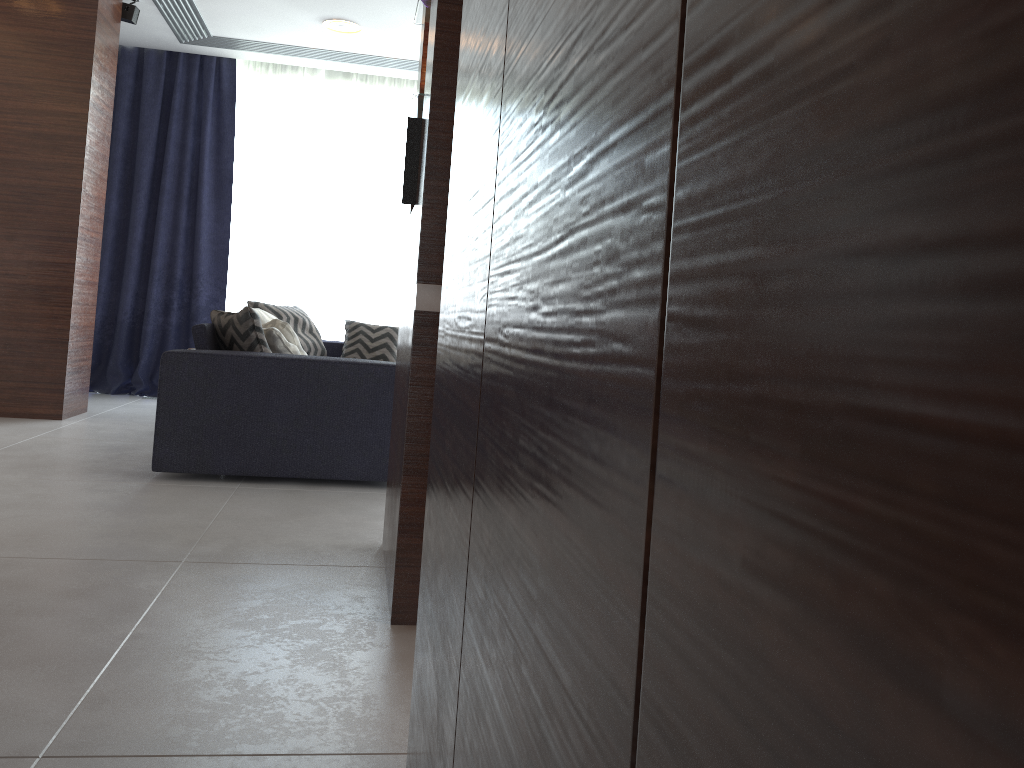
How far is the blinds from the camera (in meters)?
6.41

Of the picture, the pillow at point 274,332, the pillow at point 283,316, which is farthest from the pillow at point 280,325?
the picture

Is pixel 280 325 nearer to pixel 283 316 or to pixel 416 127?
pixel 283 316

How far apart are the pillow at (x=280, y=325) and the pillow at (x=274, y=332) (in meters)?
0.23

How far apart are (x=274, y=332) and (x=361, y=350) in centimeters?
224cm

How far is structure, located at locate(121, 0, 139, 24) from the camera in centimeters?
530cm

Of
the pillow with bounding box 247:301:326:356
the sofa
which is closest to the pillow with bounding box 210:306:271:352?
the sofa

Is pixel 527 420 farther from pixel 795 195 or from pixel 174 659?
pixel 174 659

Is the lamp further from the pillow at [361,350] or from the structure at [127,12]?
the pillow at [361,350]

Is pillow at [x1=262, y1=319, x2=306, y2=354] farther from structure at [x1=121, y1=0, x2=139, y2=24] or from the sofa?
structure at [x1=121, y1=0, x2=139, y2=24]
